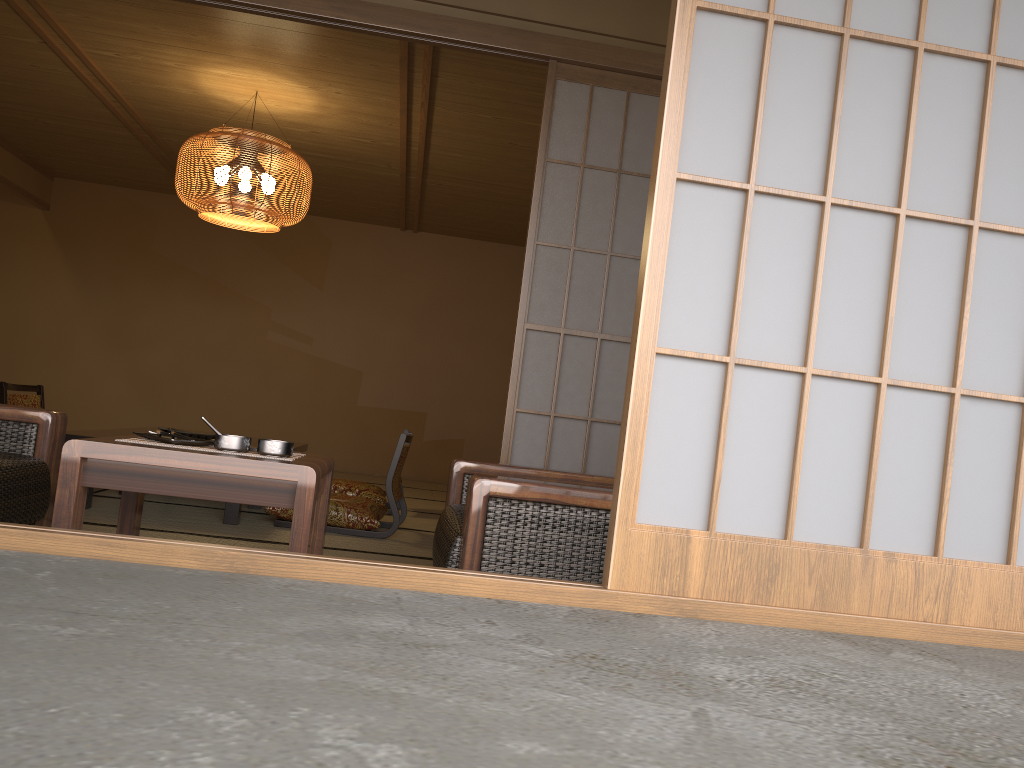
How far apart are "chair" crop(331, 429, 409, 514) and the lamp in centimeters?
163cm

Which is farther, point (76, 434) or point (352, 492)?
point (352, 492)

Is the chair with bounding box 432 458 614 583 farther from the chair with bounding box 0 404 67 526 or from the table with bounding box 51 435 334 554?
the chair with bounding box 0 404 67 526

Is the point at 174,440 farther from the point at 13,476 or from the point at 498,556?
the point at 498,556

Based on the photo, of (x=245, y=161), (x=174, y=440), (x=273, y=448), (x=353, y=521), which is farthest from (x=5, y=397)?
(x=273, y=448)

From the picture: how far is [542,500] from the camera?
1.9 meters

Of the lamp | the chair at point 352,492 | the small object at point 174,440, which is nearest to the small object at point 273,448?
the small object at point 174,440

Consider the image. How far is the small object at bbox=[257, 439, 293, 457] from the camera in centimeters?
210cm

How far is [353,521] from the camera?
4.5 meters

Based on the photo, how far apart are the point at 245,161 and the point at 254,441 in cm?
173
